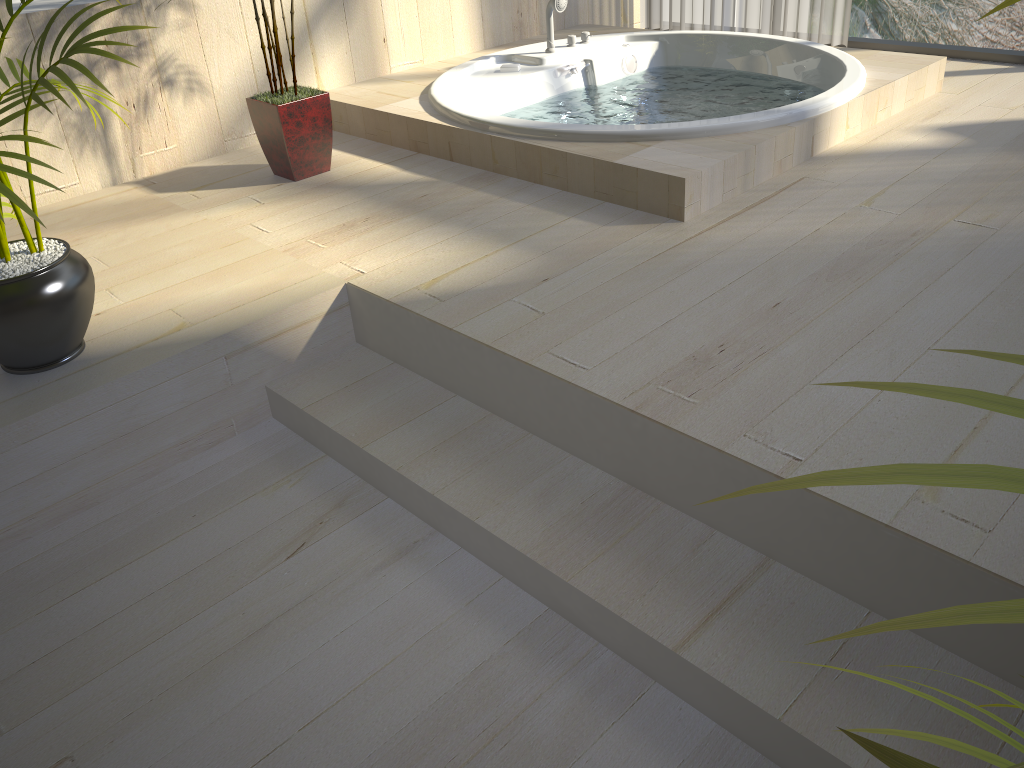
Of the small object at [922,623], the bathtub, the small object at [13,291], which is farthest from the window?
the small object at [922,623]

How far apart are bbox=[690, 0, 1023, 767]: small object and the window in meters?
3.7

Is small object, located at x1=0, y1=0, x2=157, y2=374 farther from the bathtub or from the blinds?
the blinds

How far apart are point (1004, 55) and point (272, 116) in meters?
2.9

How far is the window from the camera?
3.61m

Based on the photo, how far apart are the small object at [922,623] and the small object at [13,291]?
1.5m

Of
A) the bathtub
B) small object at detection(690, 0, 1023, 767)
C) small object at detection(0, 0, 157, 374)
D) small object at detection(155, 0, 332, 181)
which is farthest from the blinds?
small object at detection(690, 0, 1023, 767)

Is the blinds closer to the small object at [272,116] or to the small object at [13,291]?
the small object at [272,116]

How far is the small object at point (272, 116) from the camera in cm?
282

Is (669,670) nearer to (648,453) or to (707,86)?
(648,453)
